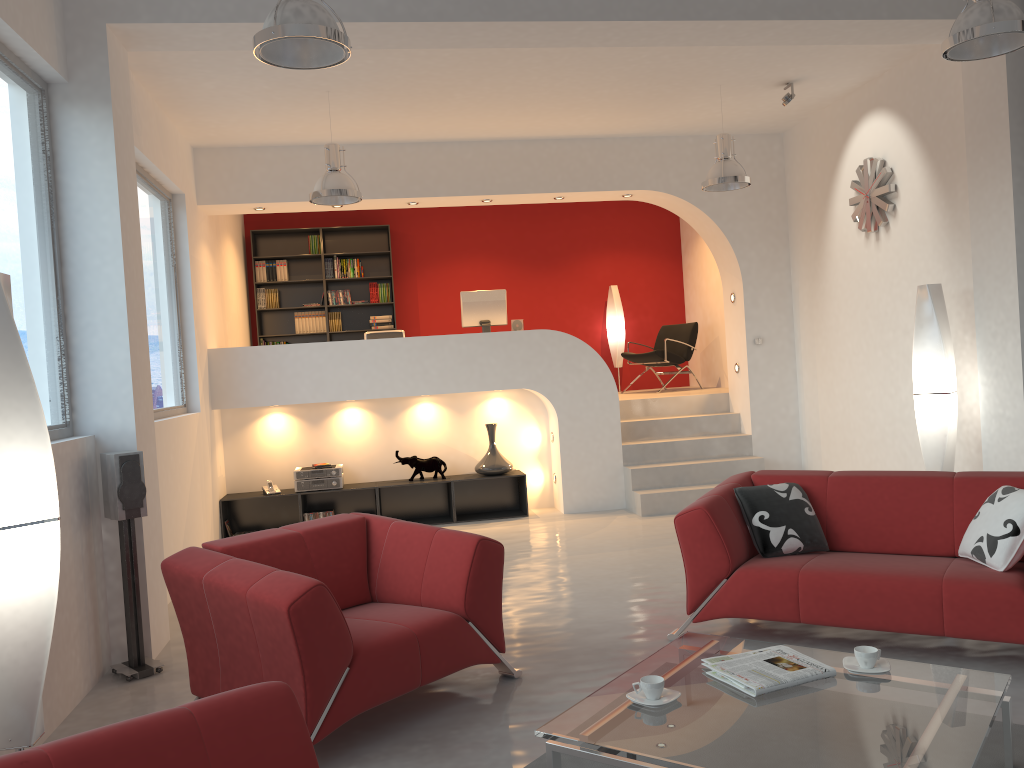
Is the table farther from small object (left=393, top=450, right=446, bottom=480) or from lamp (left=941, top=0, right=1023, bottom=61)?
small object (left=393, top=450, right=446, bottom=480)

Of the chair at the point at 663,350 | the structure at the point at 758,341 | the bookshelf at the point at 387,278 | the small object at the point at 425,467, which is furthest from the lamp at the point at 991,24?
the bookshelf at the point at 387,278

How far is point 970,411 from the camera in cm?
616

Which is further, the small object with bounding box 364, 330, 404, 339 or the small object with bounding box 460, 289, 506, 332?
the small object with bounding box 460, 289, 506, 332

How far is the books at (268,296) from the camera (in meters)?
10.60

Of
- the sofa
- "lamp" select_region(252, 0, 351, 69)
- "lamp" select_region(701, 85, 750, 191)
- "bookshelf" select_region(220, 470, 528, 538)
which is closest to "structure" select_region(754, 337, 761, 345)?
"lamp" select_region(701, 85, 750, 191)

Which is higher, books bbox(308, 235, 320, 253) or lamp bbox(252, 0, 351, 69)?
books bbox(308, 235, 320, 253)

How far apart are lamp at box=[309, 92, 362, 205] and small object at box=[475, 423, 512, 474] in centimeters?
270cm

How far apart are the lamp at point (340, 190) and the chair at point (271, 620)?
2.8m

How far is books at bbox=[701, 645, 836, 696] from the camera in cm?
291
